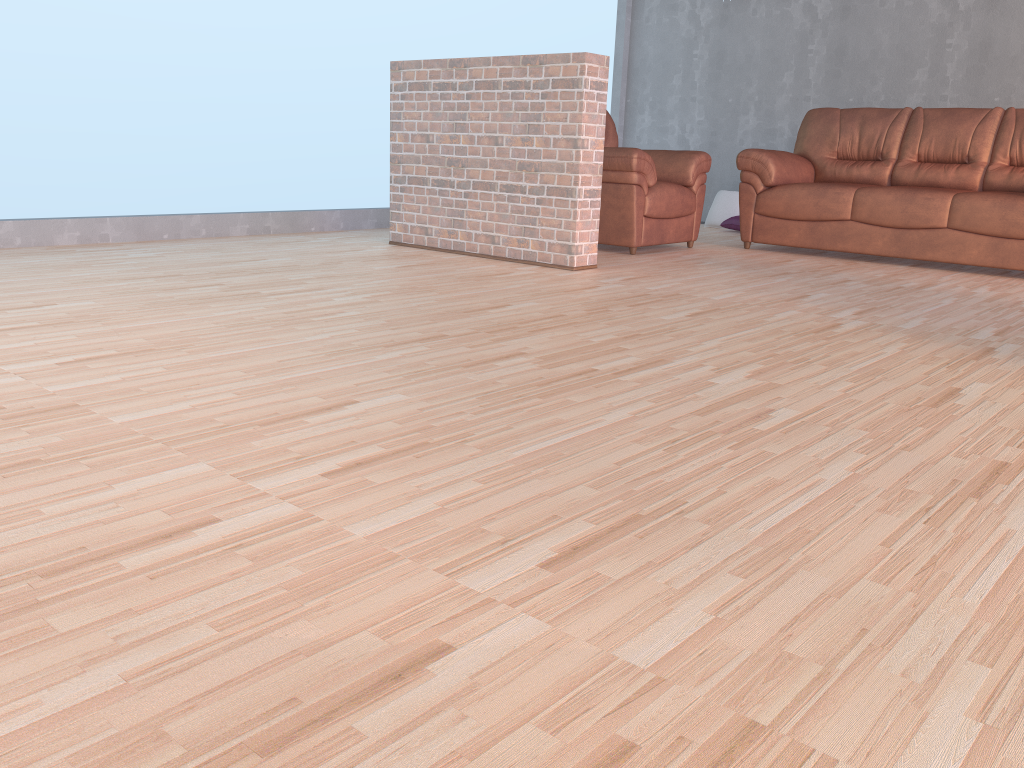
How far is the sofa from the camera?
5.0 meters

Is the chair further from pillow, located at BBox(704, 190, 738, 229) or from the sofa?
pillow, located at BBox(704, 190, 738, 229)

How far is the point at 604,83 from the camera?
4.4m

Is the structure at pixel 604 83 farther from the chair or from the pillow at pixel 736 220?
the pillow at pixel 736 220

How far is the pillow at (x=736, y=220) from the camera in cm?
723

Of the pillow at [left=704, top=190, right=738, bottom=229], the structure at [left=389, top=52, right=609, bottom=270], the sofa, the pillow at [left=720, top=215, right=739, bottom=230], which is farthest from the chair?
the pillow at [left=704, top=190, right=738, bottom=229]

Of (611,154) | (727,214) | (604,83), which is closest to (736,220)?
(727,214)

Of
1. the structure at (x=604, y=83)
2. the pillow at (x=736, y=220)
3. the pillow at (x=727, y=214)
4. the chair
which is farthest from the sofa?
the structure at (x=604, y=83)

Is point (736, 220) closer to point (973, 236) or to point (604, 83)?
point (973, 236)

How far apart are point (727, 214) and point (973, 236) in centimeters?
266cm
